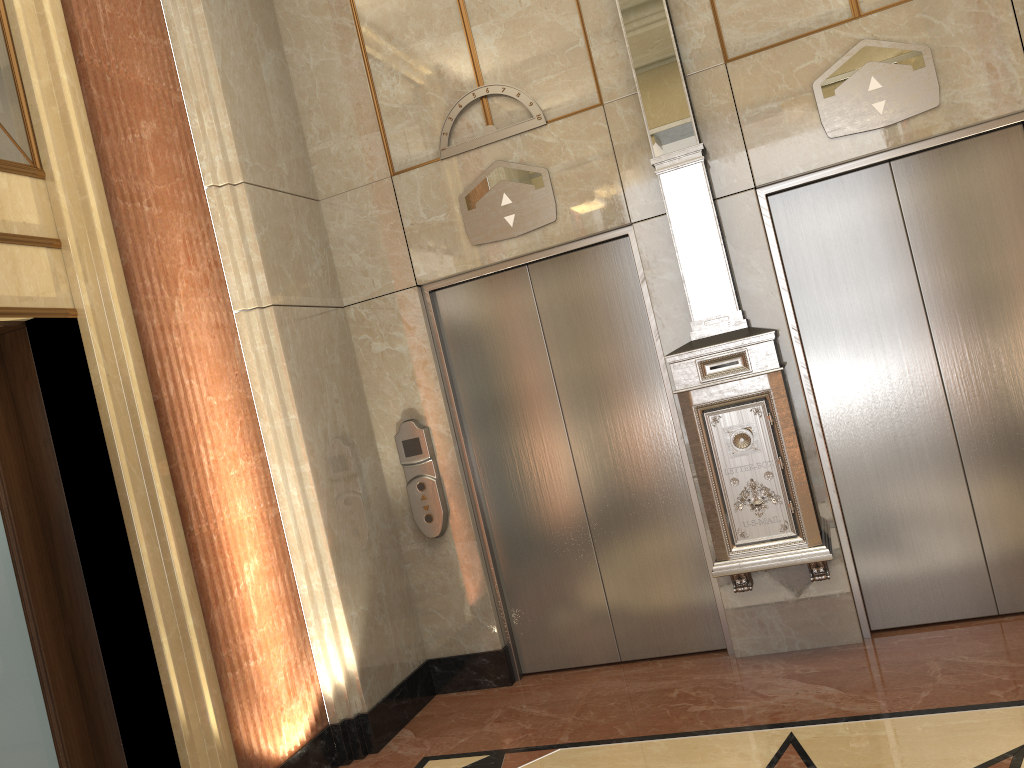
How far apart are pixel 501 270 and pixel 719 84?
1.4m
